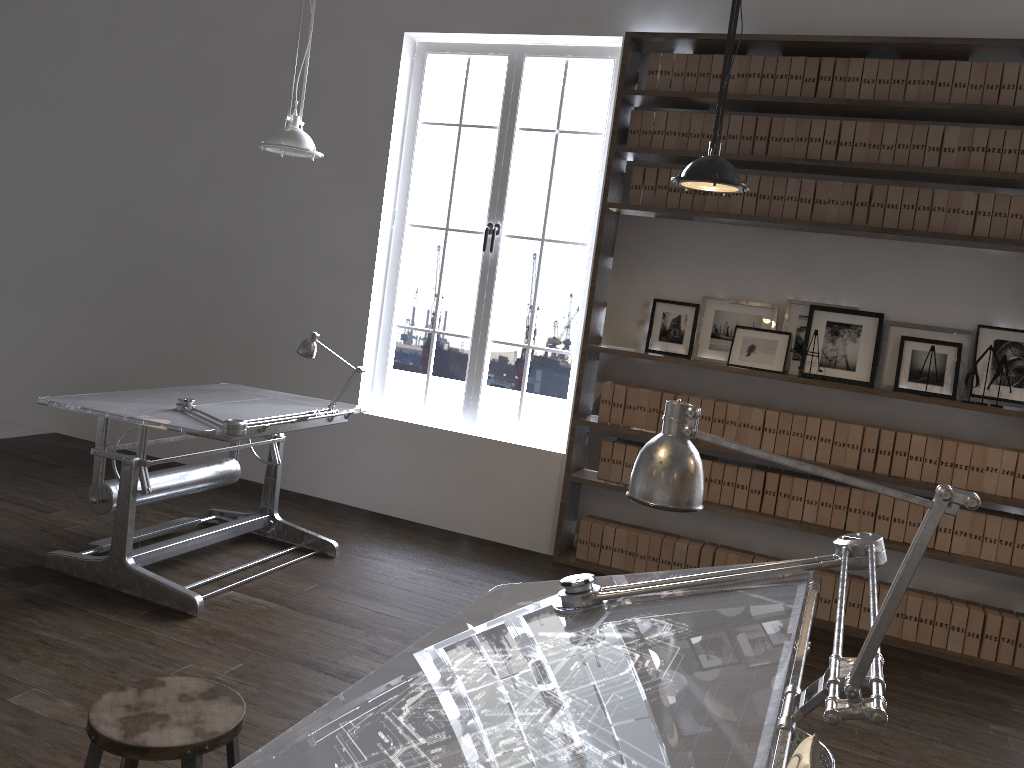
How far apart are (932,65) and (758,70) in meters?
0.8

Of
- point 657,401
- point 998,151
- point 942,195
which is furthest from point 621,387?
point 998,151

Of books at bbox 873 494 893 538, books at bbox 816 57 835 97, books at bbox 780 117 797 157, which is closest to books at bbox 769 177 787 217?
books at bbox 780 117 797 157

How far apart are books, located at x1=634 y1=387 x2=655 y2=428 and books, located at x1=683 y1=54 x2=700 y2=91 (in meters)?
1.65

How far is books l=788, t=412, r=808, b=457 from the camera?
4.65m

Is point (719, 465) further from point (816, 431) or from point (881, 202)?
point (881, 202)

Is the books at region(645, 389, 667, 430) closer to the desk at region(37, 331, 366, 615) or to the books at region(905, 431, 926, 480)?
the books at region(905, 431, 926, 480)

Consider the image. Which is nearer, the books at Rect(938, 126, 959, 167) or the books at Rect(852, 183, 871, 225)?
Result: the books at Rect(938, 126, 959, 167)

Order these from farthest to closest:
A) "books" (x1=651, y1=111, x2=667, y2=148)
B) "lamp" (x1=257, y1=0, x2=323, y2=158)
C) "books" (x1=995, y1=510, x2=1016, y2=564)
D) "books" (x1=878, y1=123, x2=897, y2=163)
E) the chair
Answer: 1. "books" (x1=651, y1=111, x2=667, y2=148)
2. "books" (x1=878, y1=123, x2=897, y2=163)
3. "books" (x1=995, y1=510, x2=1016, y2=564)
4. "lamp" (x1=257, y1=0, x2=323, y2=158)
5. the chair

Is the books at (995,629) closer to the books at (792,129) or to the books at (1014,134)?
the books at (1014,134)
